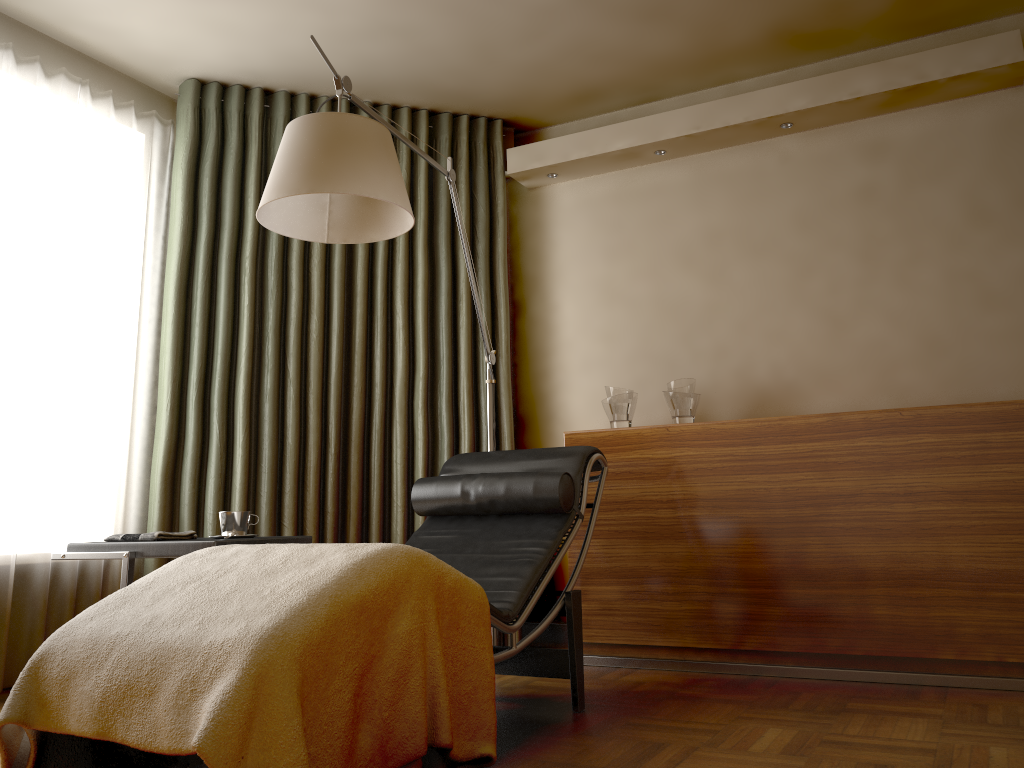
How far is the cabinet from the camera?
2.9m

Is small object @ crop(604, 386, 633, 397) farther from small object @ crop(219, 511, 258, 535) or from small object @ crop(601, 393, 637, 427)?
small object @ crop(219, 511, 258, 535)

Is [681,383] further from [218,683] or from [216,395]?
[218,683]

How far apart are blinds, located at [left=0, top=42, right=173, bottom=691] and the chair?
1.3 meters

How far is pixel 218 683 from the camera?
1.6m

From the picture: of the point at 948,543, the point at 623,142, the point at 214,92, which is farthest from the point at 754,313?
the point at 214,92

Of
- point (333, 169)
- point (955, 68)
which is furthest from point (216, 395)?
point (955, 68)

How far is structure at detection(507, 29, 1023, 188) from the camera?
3.3m

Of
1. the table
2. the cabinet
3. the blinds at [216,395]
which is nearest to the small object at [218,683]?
the table

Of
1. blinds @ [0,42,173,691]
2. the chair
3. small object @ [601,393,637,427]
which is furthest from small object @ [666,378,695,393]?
blinds @ [0,42,173,691]
